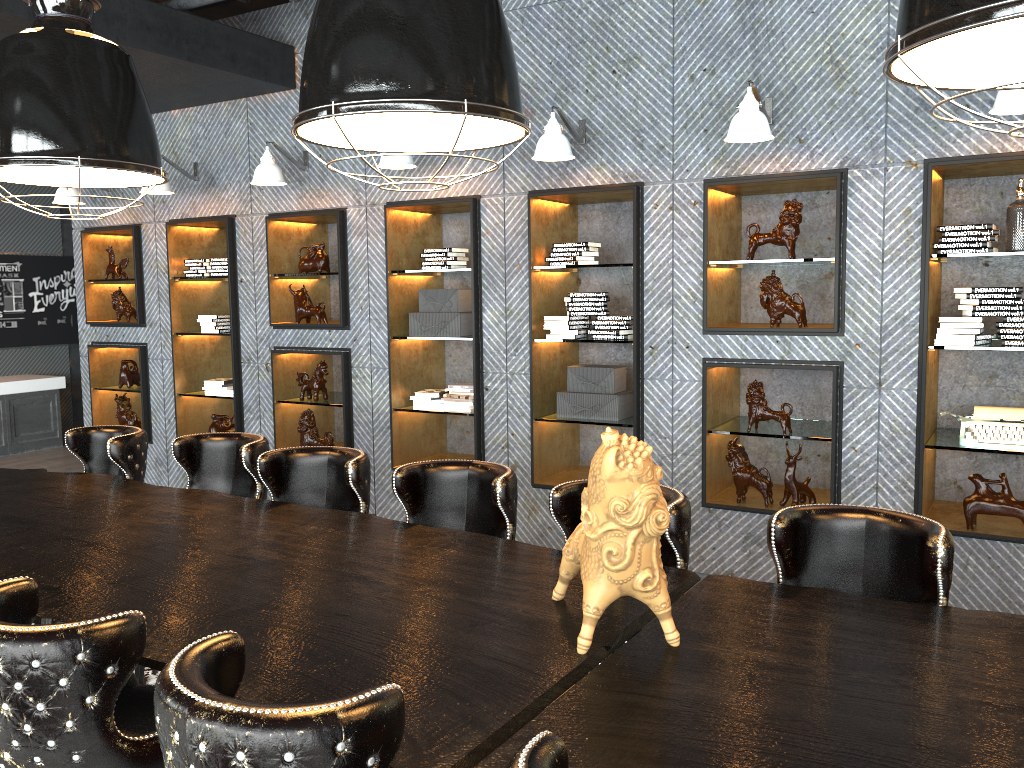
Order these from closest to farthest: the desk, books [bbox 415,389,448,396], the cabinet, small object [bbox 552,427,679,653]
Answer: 1. the desk
2. small object [bbox 552,427,679,653]
3. books [bbox 415,389,448,396]
4. the cabinet

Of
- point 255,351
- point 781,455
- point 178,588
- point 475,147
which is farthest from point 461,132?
point 255,351

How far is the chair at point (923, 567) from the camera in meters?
2.4 m

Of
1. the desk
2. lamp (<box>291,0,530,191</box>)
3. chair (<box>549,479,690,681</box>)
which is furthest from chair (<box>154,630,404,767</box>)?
chair (<box>549,479,690,681</box>)

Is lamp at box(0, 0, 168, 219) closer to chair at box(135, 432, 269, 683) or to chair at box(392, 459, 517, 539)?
chair at box(135, 432, 269, 683)

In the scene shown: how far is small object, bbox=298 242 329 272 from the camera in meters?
6.3 m

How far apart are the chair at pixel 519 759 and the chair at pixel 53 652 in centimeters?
99cm

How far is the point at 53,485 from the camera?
4.0m

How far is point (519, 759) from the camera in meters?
1.3

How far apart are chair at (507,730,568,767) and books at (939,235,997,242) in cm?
384
